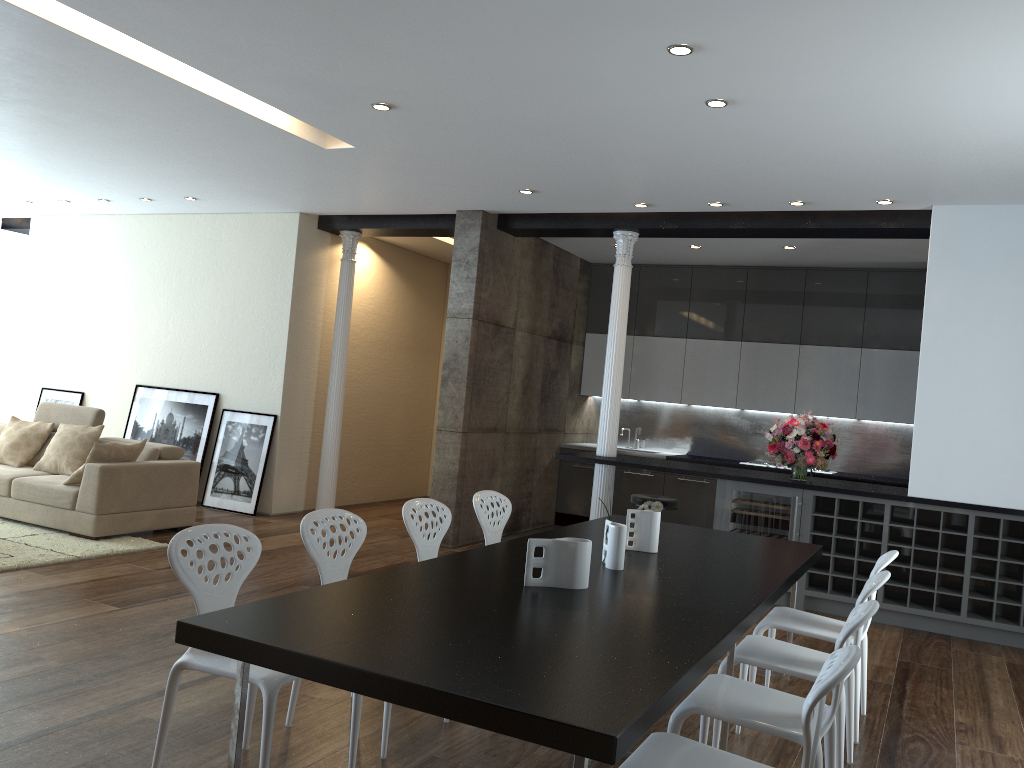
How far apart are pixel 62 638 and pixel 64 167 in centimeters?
484cm

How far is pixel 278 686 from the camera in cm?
271

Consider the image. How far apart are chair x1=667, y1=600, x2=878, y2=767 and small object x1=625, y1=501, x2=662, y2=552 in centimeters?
92cm

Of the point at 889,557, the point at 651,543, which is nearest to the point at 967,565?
the point at 889,557

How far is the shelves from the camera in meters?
6.1

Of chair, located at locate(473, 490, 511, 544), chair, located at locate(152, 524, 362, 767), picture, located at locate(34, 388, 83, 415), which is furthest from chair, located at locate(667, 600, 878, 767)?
picture, located at locate(34, 388, 83, 415)

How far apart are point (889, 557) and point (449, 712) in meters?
2.7 m

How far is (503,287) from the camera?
8.30m

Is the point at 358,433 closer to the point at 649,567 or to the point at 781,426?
the point at 781,426

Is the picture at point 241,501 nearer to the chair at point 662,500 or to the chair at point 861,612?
the chair at point 662,500
